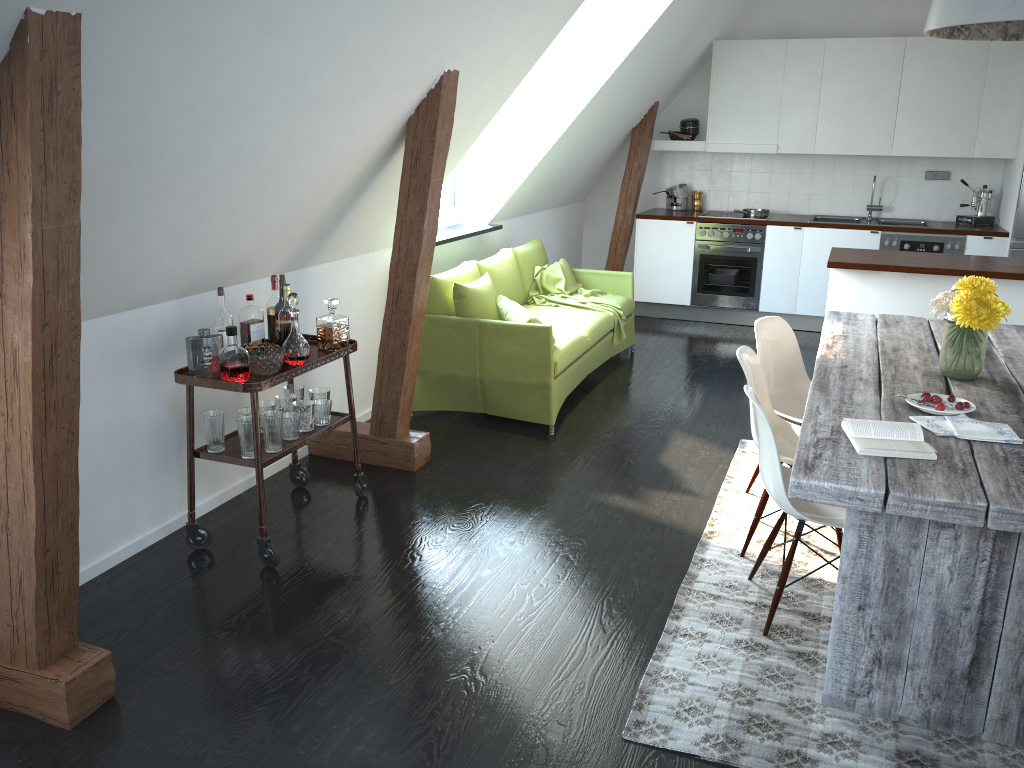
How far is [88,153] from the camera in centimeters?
244cm

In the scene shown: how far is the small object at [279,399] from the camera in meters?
3.7 m

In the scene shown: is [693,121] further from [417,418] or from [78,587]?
[78,587]

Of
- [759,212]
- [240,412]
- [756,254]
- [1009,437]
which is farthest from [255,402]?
[759,212]

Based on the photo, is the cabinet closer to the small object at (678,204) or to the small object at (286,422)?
the small object at (678,204)

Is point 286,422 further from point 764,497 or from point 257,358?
point 764,497

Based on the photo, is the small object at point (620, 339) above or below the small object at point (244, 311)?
below

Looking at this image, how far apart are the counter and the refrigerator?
0.1 meters

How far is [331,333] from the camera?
3.7m

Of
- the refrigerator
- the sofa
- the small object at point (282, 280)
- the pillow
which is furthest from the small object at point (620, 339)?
the refrigerator
